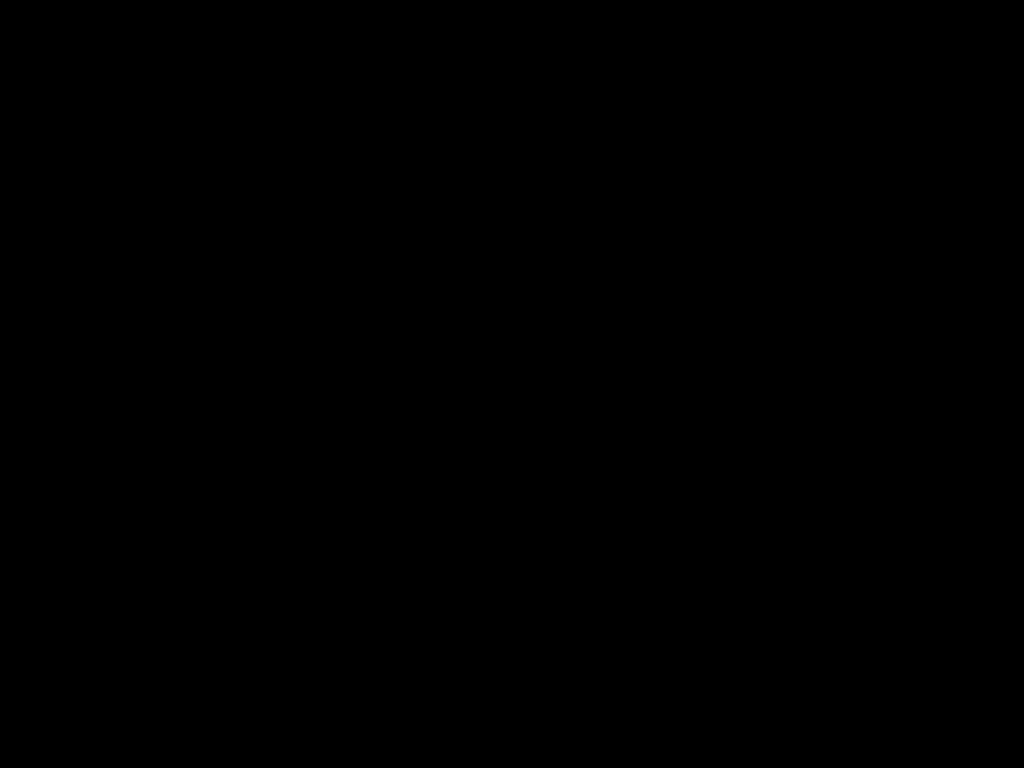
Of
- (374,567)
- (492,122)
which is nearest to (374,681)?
(374,567)
